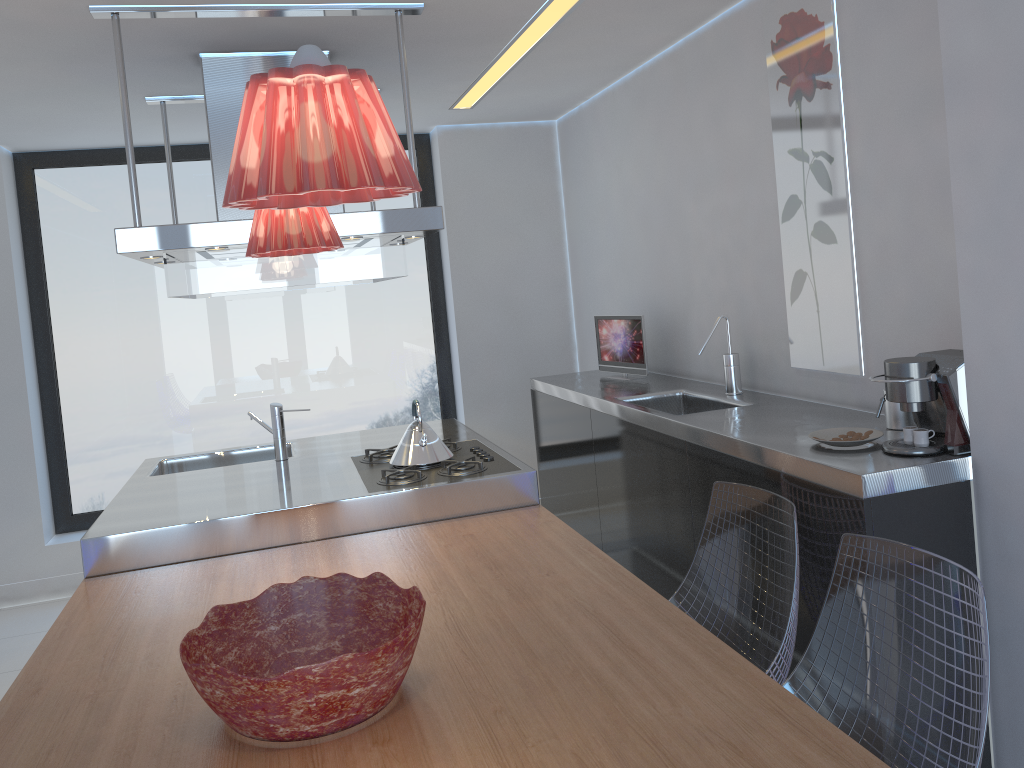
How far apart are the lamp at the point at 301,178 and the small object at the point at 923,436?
1.6 meters

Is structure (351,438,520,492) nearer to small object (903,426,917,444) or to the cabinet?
the cabinet

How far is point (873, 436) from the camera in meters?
2.5 m

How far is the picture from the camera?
2.9 meters

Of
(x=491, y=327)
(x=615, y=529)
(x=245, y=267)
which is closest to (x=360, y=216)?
(x=245, y=267)

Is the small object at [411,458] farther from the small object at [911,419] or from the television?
the small object at [911,419]

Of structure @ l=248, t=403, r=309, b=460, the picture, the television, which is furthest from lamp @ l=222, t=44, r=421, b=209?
the television

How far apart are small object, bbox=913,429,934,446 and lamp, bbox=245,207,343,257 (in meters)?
1.57

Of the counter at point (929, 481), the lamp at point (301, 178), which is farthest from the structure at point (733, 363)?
the lamp at point (301, 178)

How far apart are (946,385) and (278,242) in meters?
1.7
